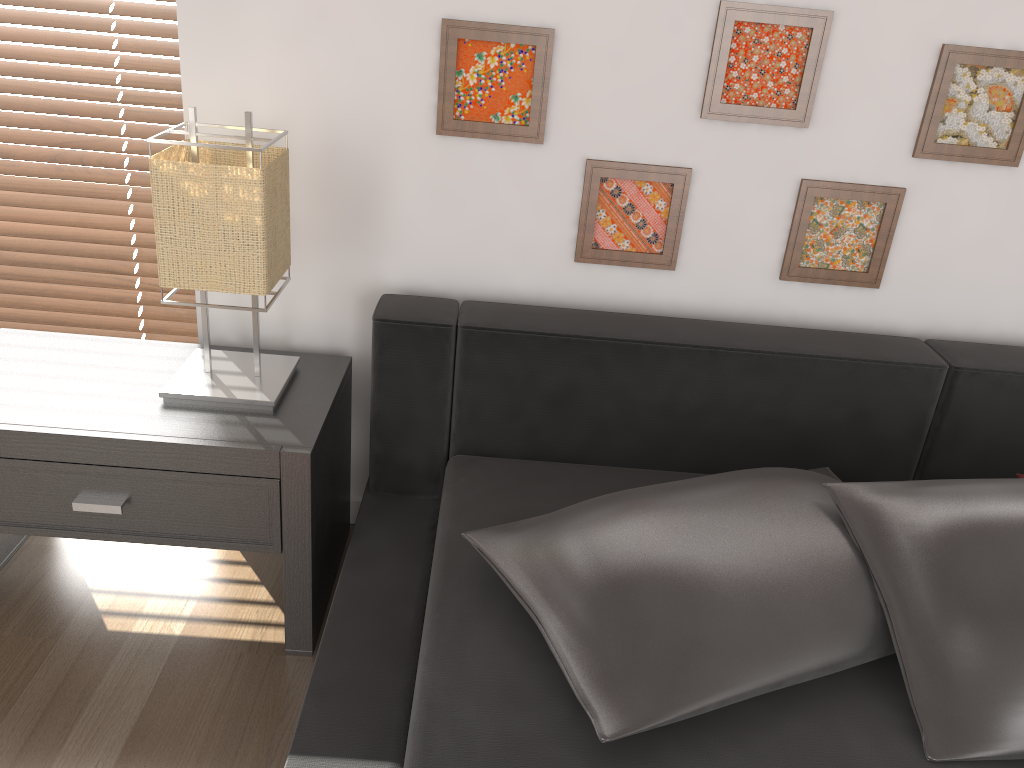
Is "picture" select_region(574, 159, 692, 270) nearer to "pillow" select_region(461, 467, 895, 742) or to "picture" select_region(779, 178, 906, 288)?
"picture" select_region(779, 178, 906, 288)

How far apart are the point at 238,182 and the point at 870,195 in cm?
115

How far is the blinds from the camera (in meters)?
1.85

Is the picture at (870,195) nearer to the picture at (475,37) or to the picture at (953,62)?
the picture at (953,62)

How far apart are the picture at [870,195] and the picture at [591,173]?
0.22m

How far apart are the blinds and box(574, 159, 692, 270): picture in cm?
90

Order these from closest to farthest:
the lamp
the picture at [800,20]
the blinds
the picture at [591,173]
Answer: the lamp
the picture at [800,20]
the picture at [591,173]
the blinds

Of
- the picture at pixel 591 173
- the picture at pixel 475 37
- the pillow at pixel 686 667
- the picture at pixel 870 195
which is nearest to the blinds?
the picture at pixel 475 37

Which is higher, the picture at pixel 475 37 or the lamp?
the picture at pixel 475 37

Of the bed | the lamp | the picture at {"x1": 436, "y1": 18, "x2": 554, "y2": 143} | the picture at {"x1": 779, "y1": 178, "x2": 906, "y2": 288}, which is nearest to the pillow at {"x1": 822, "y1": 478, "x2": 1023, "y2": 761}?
the bed
